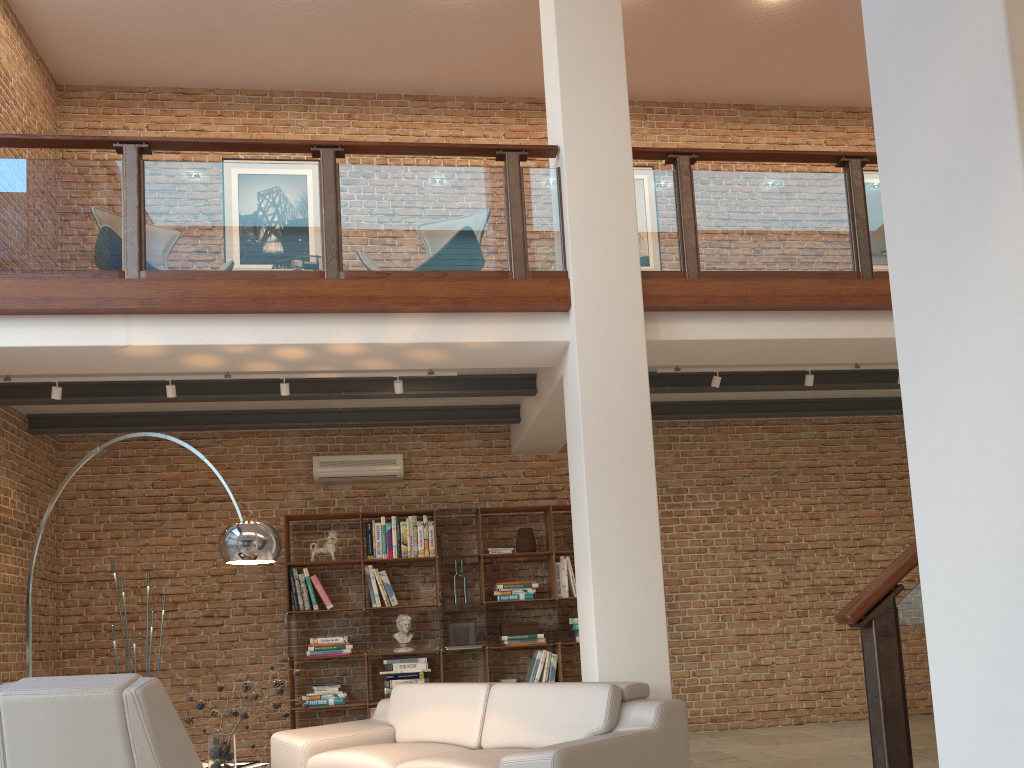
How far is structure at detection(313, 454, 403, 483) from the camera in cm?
791

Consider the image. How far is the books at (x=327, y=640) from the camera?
7.4 meters

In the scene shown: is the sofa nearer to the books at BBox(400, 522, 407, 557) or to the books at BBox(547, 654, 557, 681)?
the books at BBox(400, 522, 407, 557)

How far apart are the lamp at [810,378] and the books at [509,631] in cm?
310

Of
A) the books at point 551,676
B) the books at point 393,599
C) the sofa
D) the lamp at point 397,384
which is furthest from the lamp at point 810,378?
the books at point 393,599

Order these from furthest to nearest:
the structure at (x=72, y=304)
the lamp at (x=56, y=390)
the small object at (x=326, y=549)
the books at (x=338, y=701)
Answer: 1. the small object at (x=326, y=549)
2. the books at (x=338, y=701)
3. the lamp at (x=56, y=390)
4. the structure at (x=72, y=304)

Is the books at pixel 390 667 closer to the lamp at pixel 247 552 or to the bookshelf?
the bookshelf

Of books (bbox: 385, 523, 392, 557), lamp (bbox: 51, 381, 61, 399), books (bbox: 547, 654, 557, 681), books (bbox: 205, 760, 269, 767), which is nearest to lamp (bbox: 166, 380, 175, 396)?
lamp (bbox: 51, 381, 61, 399)

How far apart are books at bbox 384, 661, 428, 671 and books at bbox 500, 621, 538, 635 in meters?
0.7

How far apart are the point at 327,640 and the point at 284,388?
2.50m
